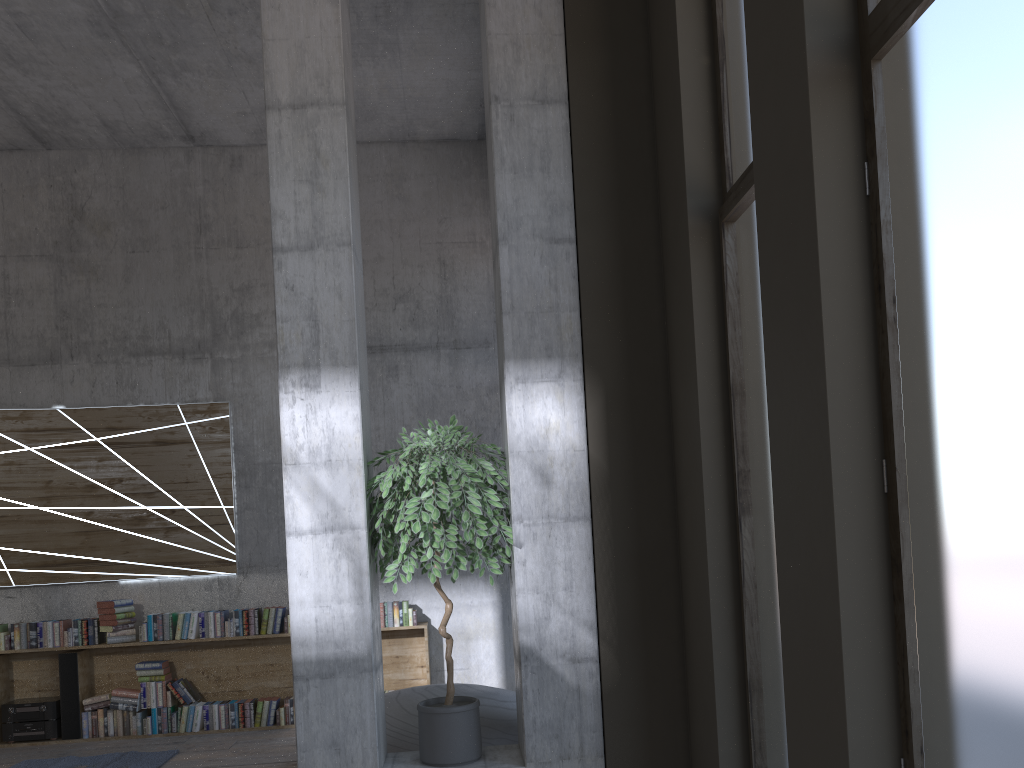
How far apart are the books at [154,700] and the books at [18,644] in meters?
1.0 m

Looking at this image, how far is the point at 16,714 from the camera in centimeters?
706cm

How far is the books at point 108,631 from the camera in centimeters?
715cm

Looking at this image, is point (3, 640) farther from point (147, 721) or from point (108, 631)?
point (147, 721)

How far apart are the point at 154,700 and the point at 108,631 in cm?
67

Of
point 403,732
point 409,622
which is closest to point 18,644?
point 409,622

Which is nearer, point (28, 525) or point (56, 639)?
point (56, 639)

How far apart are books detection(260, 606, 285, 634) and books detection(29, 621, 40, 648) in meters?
1.9

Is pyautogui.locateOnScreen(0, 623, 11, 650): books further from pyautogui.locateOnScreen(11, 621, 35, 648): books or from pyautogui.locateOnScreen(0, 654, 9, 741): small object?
pyautogui.locateOnScreen(0, 654, 9, 741): small object

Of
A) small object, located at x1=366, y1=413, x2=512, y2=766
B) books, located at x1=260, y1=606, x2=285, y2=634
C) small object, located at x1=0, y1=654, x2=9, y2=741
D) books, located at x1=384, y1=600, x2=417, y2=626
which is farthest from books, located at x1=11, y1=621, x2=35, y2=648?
small object, located at x1=366, y1=413, x2=512, y2=766
